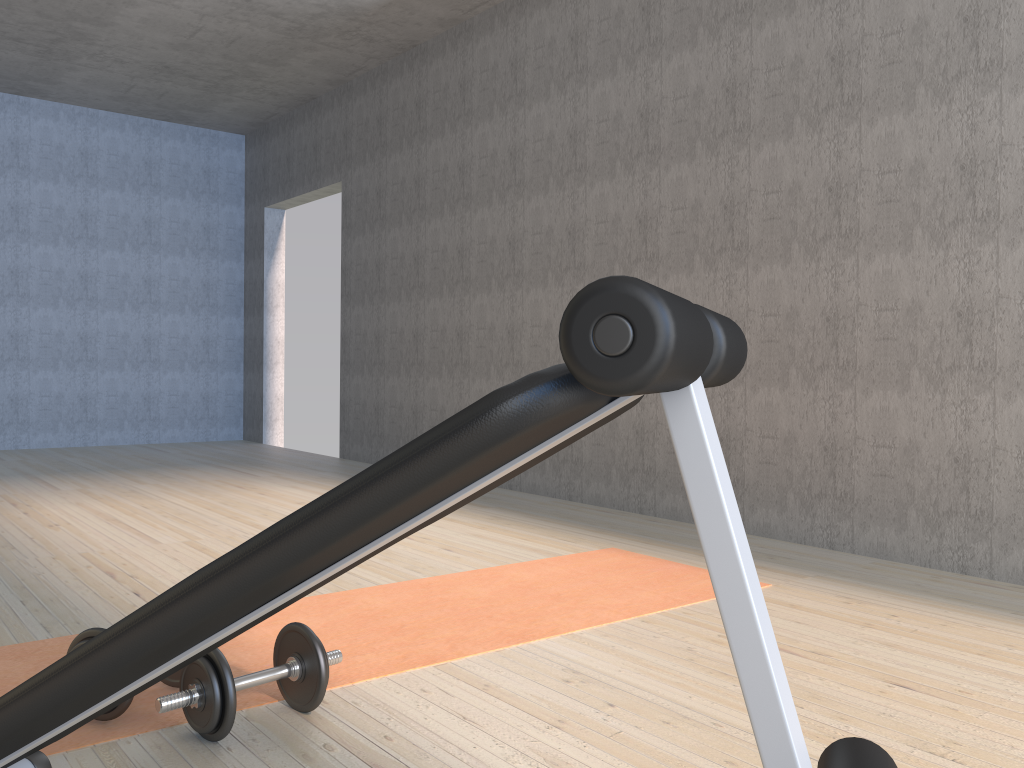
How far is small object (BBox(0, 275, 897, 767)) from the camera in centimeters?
60cm

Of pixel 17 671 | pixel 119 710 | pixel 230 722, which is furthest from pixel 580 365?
pixel 17 671

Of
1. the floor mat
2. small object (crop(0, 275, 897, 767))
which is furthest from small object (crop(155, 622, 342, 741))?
small object (crop(0, 275, 897, 767))

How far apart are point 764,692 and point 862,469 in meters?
2.8

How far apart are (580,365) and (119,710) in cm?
145

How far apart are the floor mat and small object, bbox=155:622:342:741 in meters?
0.0

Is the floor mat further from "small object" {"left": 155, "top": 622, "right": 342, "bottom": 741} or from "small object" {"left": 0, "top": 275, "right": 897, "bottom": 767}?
"small object" {"left": 0, "top": 275, "right": 897, "bottom": 767}

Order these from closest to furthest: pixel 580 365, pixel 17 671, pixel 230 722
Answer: pixel 580 365 < pixel 230 722 < pixel 17 671

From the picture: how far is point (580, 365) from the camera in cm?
60

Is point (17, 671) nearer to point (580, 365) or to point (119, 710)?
point (119, 710)
